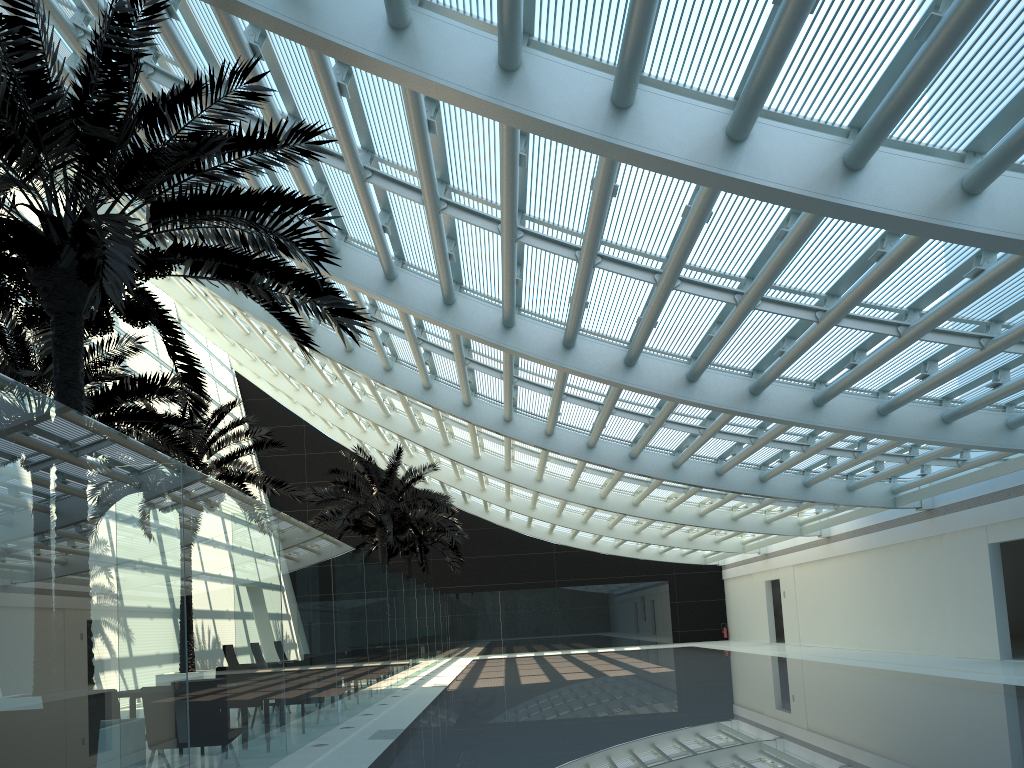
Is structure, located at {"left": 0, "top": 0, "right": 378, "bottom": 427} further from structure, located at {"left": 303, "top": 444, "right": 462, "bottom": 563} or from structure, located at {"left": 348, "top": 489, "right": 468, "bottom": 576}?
structure, located at {"left": 348, "top": 489, "right": 468, "bottom": 576}

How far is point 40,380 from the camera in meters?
12.3

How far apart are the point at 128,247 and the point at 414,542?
27.05m

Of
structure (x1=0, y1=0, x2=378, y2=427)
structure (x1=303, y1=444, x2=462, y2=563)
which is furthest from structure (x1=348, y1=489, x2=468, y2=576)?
structure (x1=0, y1=0, x2=378, y2=427)

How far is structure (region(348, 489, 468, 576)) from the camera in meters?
32.5 m

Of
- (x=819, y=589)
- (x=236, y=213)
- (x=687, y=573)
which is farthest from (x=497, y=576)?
(x=236, y=213)

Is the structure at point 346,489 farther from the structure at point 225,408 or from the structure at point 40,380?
the structure at point 40,380

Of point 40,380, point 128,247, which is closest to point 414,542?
point 40,380

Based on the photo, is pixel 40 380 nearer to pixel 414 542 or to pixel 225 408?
pixel 225 408

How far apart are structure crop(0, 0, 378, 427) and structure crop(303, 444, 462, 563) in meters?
14.6
